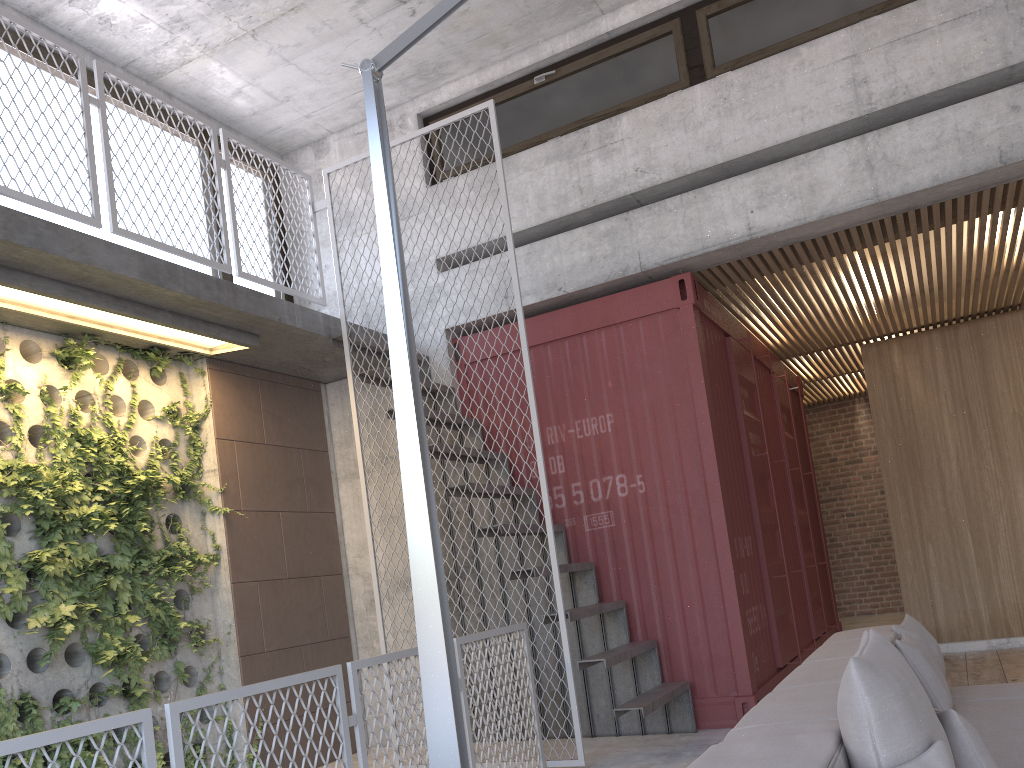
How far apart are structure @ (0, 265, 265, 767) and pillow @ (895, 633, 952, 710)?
4.0 meters

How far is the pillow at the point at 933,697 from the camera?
3.5 meters

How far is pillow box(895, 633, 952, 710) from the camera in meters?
3.5

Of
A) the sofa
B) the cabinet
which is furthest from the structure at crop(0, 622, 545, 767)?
the cabinet

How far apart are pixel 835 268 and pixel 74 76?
5.3m

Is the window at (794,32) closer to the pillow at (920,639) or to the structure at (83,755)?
the structure at (83,755)

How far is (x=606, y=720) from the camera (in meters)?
5.90

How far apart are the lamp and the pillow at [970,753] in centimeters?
116cm

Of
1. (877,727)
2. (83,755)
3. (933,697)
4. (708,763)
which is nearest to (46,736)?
(708,763)

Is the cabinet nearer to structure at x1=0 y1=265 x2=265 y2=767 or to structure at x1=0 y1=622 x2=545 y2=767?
structure at x1=0 y1=622 x2=545 y2=767
